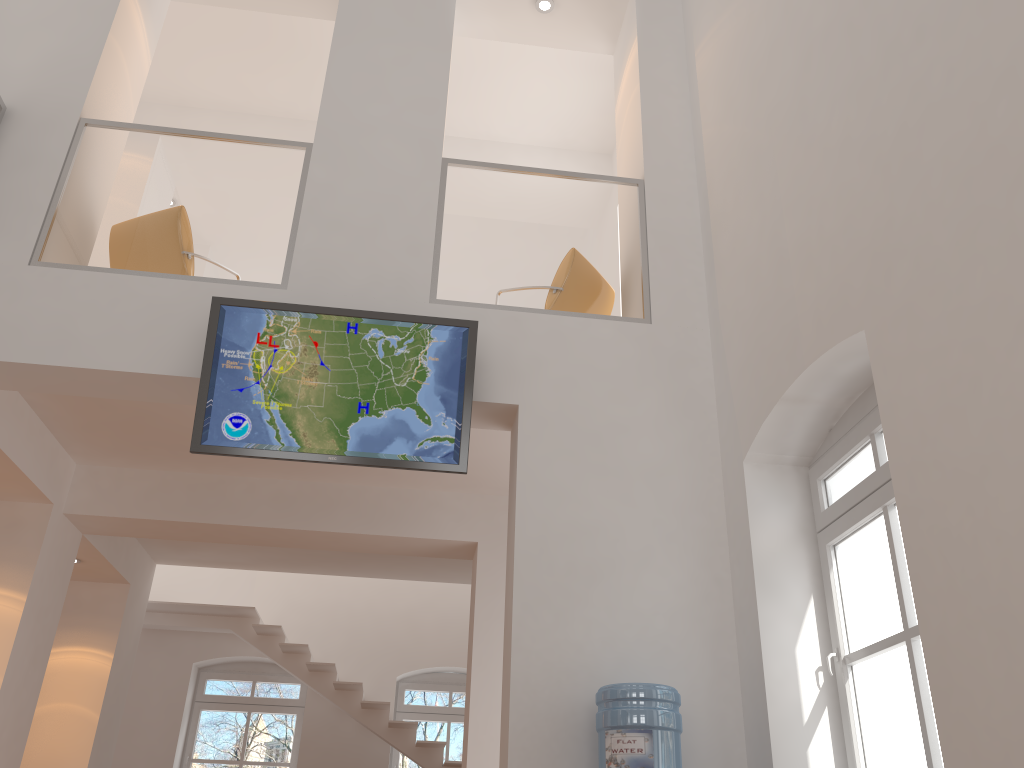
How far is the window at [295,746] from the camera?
10.0m

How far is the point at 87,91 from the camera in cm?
548

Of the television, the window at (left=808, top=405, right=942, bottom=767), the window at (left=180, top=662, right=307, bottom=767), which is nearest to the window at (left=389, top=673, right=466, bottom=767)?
the window at (left=180, top=662, right=307, bottom=767)

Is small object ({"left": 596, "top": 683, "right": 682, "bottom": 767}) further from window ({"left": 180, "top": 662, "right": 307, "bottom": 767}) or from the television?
window ({"left": 180, "top": 662, "right": 307, "bottom": 767})

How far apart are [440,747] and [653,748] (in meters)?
6.15

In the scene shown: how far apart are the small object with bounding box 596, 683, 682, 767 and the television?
1.3m

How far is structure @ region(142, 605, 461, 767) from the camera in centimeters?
924cm

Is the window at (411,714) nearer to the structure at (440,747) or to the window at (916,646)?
the structure at (440,747)

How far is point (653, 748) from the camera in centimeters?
369cm

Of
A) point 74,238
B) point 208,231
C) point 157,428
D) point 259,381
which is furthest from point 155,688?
point 259,381
